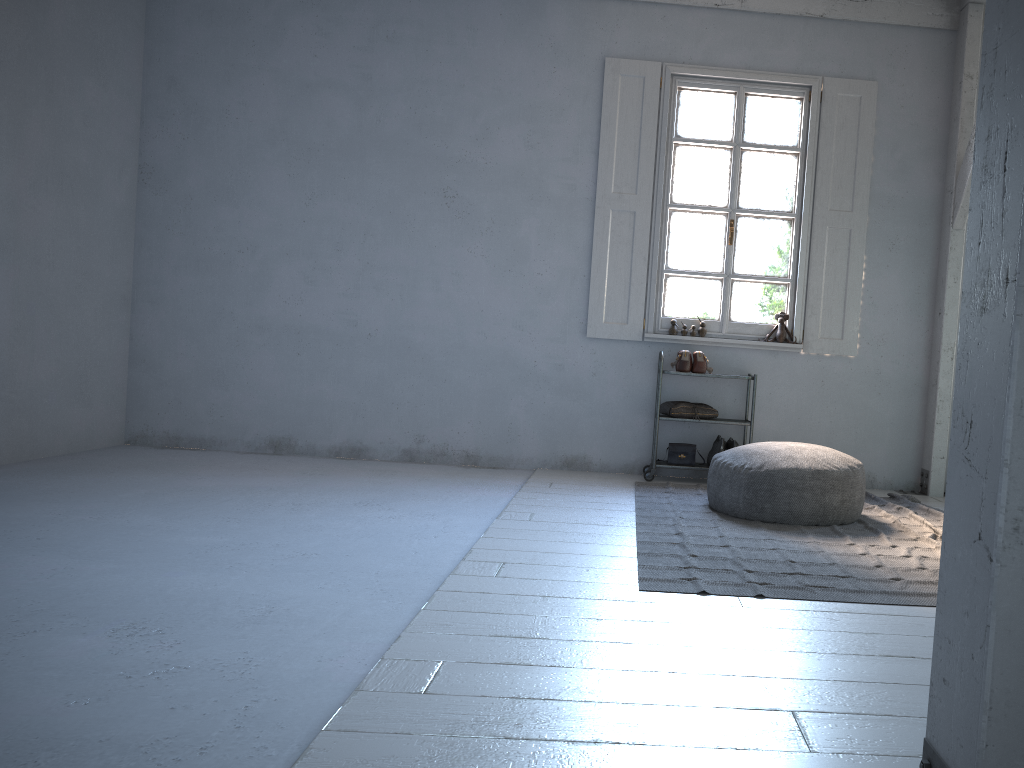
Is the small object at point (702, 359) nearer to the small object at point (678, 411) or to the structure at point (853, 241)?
the small object at point (678, 411)

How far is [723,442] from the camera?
6.60m

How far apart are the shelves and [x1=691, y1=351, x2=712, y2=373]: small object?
0.3 meters

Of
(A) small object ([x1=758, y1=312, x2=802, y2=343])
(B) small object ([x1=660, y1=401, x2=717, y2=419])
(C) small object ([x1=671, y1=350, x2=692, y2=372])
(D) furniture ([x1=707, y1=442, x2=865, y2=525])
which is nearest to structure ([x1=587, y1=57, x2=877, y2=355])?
(A) small object ([x1=758, y1=312, x2=802, y2=343])

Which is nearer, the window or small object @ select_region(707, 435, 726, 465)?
small object @ select_region(707, 435, 726, 465)

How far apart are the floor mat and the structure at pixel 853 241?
1.19m

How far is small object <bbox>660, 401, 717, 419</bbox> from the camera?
6.62m

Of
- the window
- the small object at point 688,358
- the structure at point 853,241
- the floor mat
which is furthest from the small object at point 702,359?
the floor mat

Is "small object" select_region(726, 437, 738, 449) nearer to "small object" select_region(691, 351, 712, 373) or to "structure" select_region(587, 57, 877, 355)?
"small object" select_region(691, 351, 712, 373)

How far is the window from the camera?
6.9 meters
